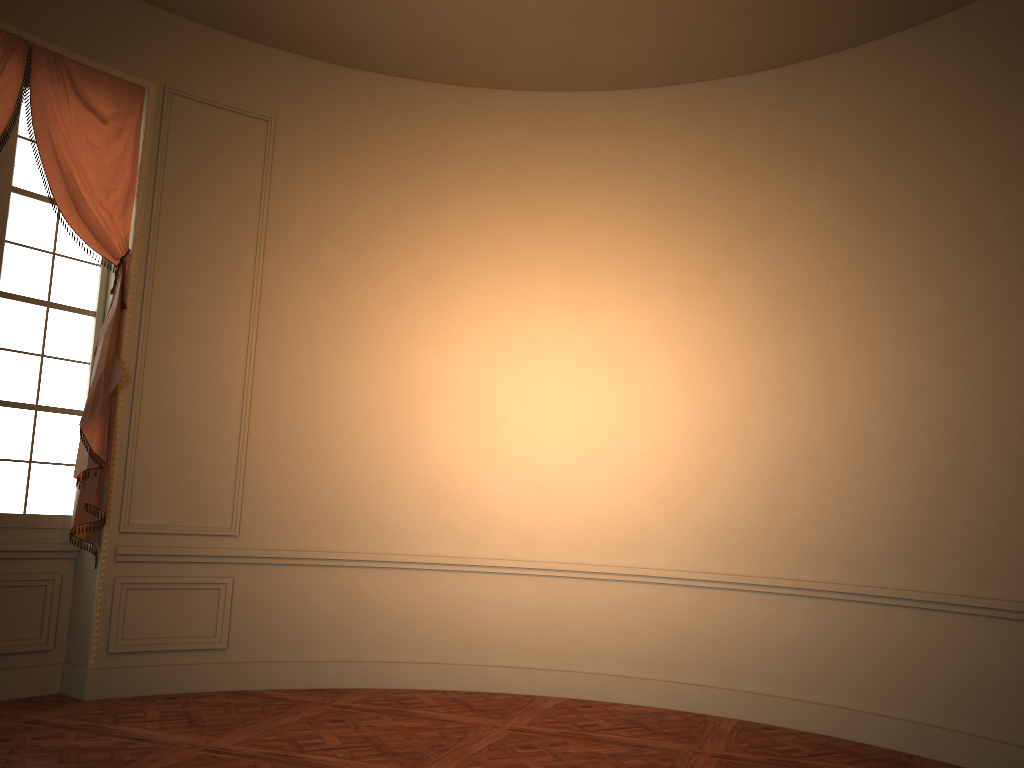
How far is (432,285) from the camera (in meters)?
6.25

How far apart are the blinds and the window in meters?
0.1 m

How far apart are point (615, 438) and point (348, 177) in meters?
2.6

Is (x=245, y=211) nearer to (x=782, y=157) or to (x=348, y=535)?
(x=348, y=535)

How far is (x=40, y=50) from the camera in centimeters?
508cm

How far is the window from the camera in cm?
511

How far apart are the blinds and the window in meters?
0.1 m

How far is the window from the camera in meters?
5.1 m

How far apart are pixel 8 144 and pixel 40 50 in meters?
0.6 m
